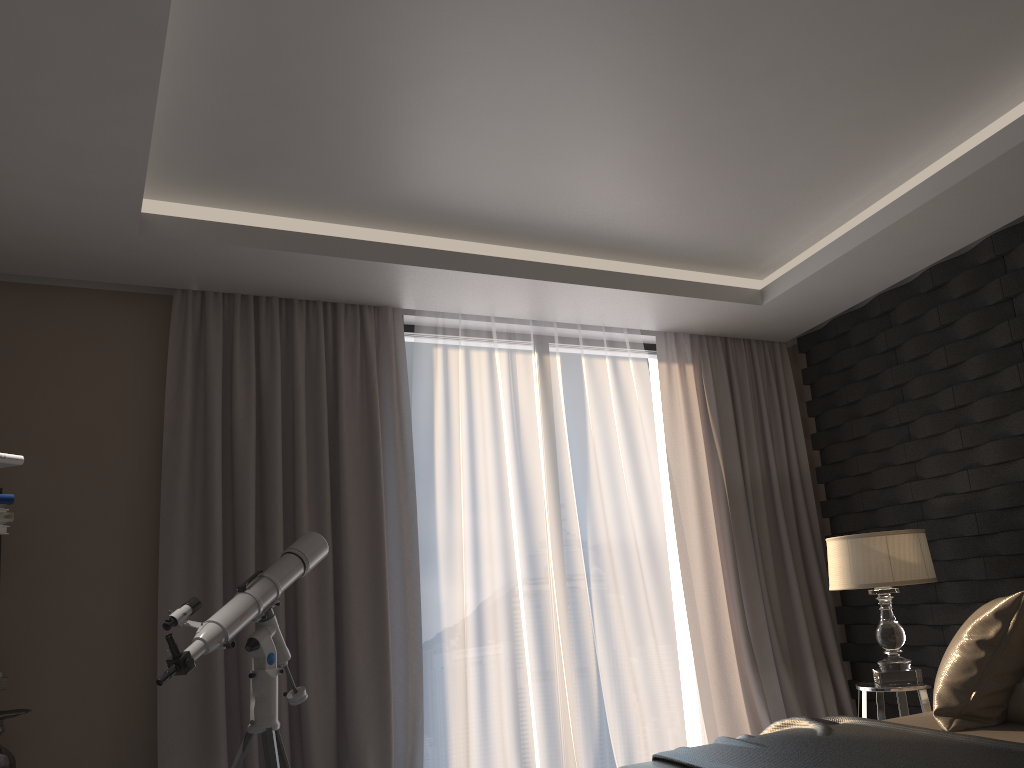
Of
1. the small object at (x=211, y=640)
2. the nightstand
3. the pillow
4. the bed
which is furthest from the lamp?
the small object at (x=211, y=640)

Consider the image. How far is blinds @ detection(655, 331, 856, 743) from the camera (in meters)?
4.57

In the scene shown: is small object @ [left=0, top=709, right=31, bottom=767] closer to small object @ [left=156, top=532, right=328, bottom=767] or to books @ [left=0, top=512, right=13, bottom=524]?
small object @ [left=156, top=532, right=328, bottom=767]

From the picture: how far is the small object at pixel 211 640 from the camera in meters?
2.9

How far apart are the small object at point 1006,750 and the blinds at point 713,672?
1.7m

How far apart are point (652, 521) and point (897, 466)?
1.2m

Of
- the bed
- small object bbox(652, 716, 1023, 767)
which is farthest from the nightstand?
small object bbox(652, 716, 1023, 767)

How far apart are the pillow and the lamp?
1.0 meters

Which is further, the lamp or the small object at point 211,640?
the lamp

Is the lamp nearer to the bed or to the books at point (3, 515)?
the bed
